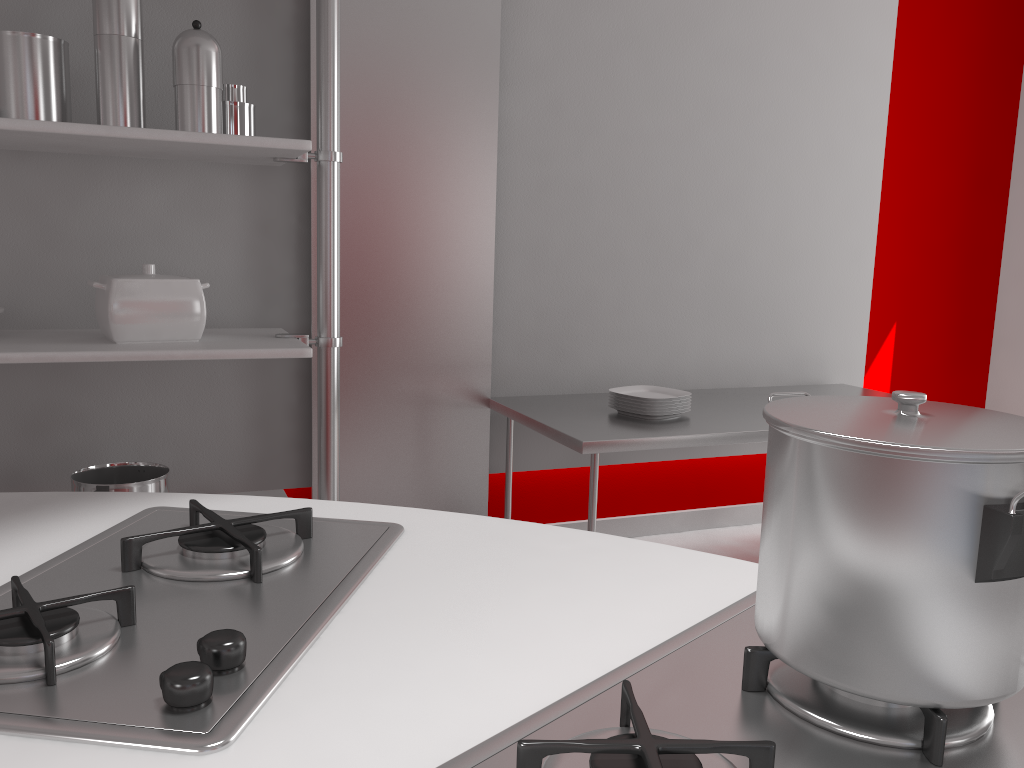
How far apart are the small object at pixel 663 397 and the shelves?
A: 0.9m

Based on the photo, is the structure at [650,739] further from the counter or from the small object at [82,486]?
the small object at [82,486]

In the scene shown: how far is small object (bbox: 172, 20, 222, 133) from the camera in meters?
2.1

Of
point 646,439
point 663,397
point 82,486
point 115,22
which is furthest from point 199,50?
point 663,397

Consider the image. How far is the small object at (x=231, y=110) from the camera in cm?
231

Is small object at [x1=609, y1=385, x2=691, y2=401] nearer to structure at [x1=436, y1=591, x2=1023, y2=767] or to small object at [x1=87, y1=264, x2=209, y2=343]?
small object at [x1=87, y1=264, x2=209, y2=343]

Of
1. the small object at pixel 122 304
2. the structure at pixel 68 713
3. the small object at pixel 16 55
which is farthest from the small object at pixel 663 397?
the structure at pixel 68 713

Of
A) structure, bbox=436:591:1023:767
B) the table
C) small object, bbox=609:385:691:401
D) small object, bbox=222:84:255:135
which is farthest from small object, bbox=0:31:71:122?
structure, bbox=436:591:1023:767

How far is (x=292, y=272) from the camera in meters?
2.8 m

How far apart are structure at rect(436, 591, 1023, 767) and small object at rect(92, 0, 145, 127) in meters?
1.9 m
